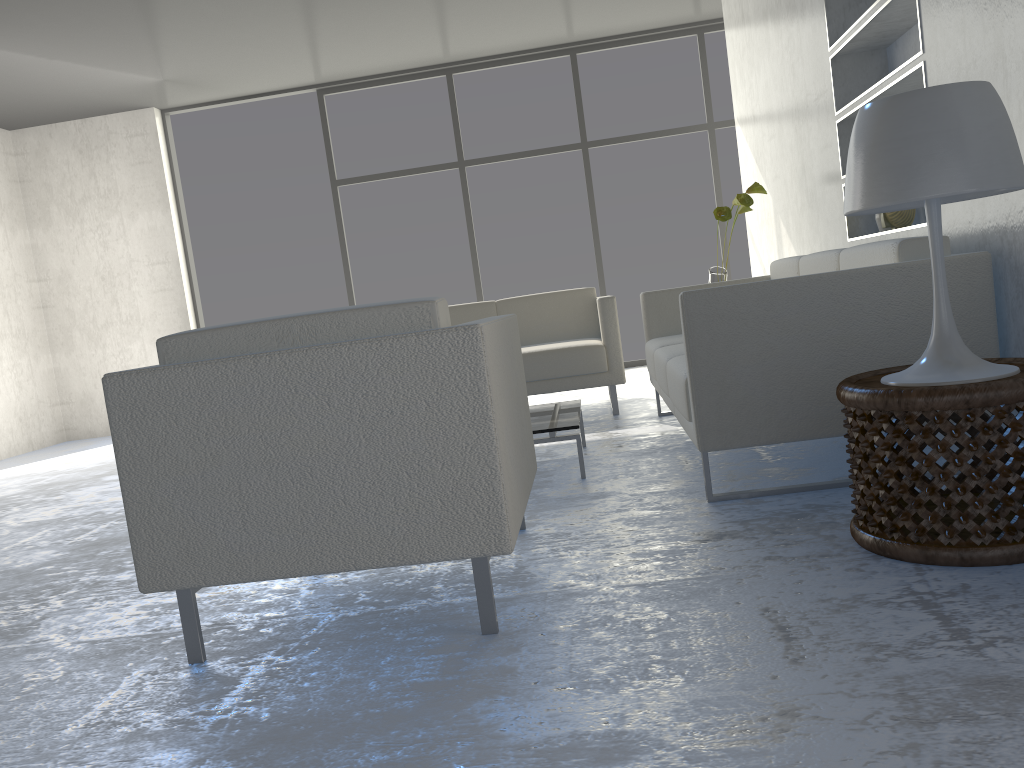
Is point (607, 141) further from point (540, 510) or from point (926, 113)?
point (926, 113)

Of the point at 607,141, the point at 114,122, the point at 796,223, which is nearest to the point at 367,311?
the point at 796,223

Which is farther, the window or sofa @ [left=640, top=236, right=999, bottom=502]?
the window

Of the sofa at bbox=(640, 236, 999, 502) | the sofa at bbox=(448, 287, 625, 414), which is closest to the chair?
the sofa at bbox=(640, 236, 999, 502)

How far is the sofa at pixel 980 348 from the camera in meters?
2.3 m

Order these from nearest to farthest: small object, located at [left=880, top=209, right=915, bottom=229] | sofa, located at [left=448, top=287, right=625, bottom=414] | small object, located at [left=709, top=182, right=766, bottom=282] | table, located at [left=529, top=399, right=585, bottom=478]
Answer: table, located at [left=529, top=399, right=585, bottom=478] → small object, located at [left=880, top=209, right=915, bottom=229] → small object, located at [left=709, top=182, right=766, bottom=282] → sofa, located at [left=448, top=287, right=625, bottom=414]

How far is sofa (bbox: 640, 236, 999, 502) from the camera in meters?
2.3

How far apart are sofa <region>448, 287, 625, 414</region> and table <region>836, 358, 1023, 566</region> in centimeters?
235cm

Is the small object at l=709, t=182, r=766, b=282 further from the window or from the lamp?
the window

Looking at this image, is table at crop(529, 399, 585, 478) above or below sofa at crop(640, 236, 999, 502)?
below
